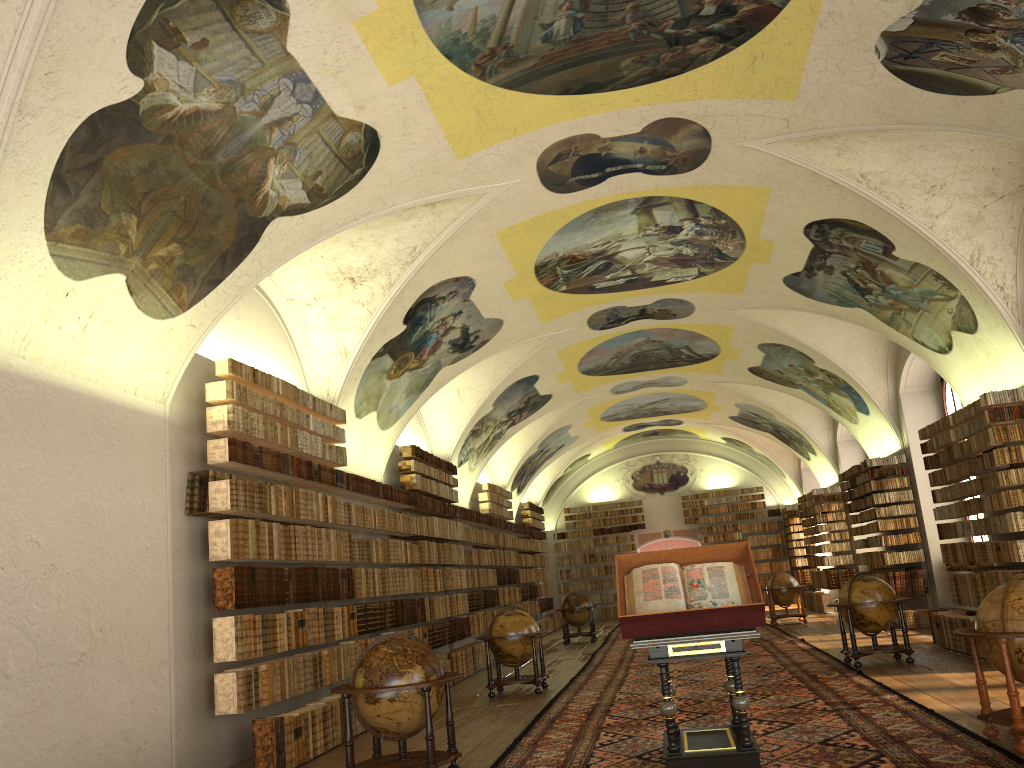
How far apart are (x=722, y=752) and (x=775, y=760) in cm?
64

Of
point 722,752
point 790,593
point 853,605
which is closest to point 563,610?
point 790,593

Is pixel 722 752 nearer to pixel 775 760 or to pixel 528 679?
pixel 775 760

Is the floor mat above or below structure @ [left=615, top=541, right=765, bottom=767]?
below

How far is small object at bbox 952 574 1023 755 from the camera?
7.39m

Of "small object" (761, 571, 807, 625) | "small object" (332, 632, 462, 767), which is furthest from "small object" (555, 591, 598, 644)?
"small object" (332, 632, 462, 767)

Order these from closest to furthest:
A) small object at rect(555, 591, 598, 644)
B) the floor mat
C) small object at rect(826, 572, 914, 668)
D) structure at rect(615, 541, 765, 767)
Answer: structure at rect(615, 541, 765, 767) → the floor mat → small object at rect(826, 572, 914, 668) → small object at rect(555, 591, 598, 644)

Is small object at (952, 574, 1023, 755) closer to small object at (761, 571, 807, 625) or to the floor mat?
the floor mat

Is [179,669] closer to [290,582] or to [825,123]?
[290,582]

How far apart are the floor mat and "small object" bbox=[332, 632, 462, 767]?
0.5 meters
